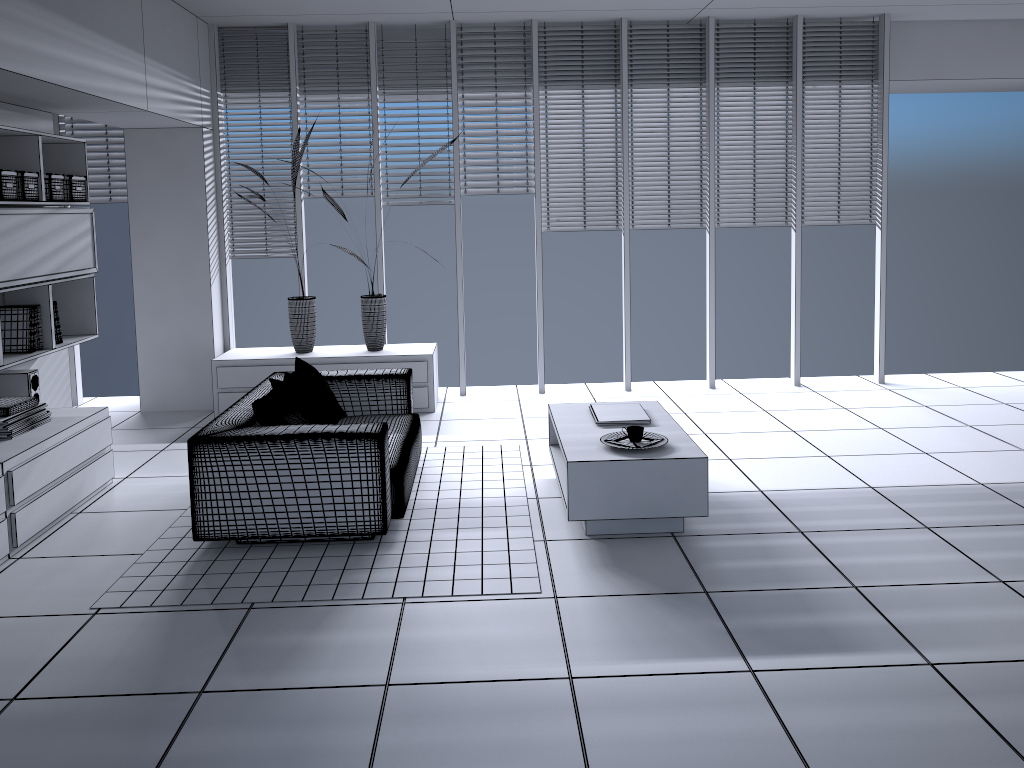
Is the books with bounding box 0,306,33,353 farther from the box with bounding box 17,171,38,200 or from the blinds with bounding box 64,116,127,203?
the blinds with bounding box 64,116,127,203

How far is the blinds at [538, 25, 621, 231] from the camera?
7.01m

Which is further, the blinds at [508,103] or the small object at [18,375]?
the blinds at [508,103]

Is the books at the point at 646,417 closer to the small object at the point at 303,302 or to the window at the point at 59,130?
the small object at the point at 303,302

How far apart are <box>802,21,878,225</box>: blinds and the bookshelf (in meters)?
5.37

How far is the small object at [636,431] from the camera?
4.3 meters

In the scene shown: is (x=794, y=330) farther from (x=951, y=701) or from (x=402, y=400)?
(x=951, y=701)

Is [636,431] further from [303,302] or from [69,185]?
[69,185]

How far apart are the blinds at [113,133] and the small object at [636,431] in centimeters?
498cm

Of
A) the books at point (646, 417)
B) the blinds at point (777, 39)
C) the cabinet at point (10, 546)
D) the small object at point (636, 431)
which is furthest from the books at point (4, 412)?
the blinds at point (777, 39)
